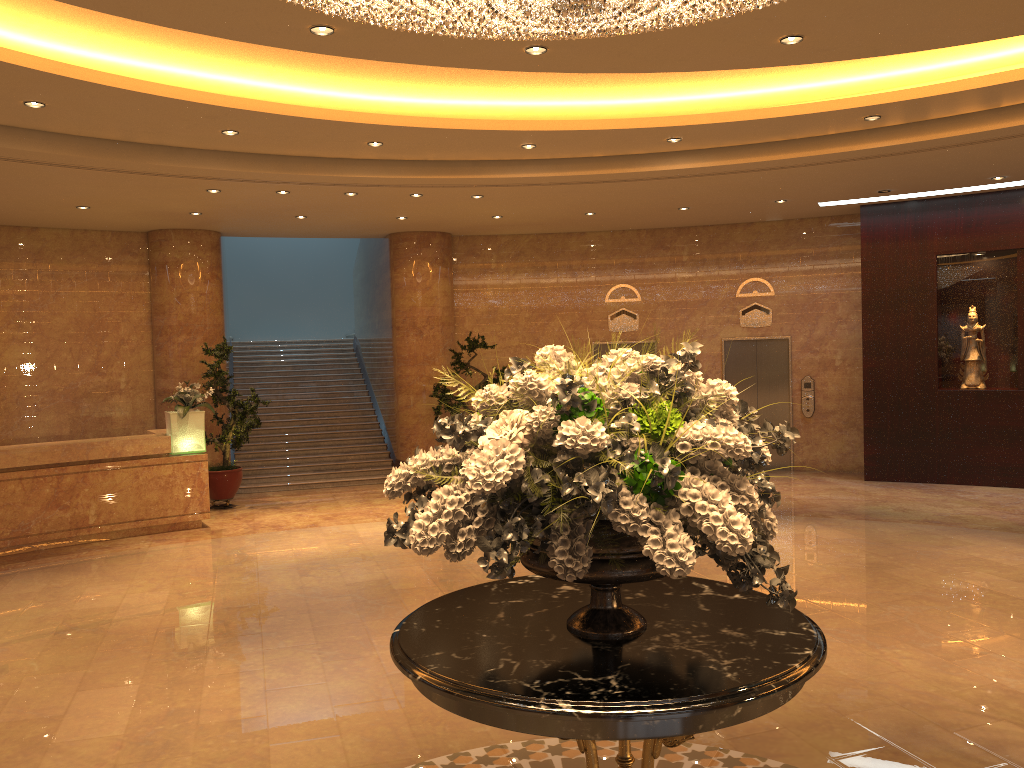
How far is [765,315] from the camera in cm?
1416

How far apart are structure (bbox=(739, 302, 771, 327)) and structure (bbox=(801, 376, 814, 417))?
1.1m

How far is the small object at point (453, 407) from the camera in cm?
1358

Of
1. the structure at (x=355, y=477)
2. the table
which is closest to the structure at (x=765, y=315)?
the structure at (x=355, y=477)

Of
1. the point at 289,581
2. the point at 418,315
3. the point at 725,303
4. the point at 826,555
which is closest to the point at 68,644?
the point at 289,581

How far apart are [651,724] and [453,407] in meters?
11.2

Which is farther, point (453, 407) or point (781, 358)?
point (781, 358)

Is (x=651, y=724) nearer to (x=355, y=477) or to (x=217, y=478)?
(x=217, y=478)

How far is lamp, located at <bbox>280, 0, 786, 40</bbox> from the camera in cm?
320

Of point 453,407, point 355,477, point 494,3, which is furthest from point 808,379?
point 494,3
